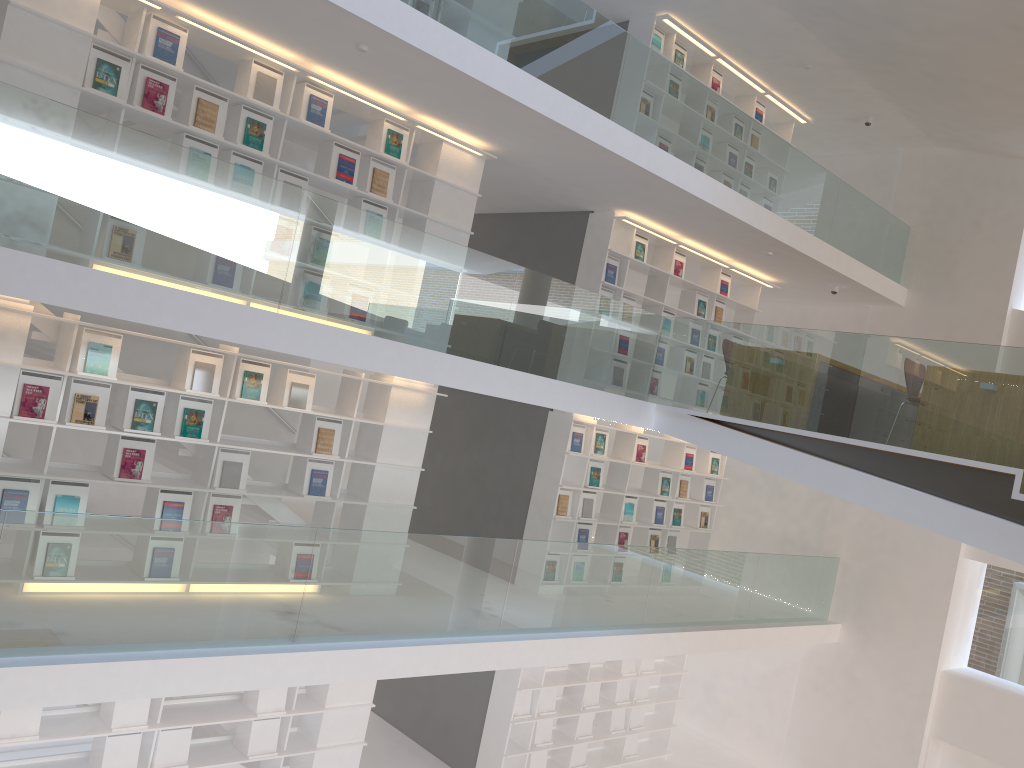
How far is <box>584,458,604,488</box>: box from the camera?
9.18m

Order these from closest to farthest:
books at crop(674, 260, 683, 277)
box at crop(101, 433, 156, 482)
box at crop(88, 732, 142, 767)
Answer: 1. box at crop(101, 433, 156, 482)
2. box at crop(88, 732, 142, 767)
3. books at crop(674, 260, 683, 277)

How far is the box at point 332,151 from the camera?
6.7m

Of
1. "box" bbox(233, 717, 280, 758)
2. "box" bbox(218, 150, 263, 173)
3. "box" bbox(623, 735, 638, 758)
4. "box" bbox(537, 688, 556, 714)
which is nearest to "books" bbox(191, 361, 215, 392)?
"box" bbox(218, 150, 263, 173)

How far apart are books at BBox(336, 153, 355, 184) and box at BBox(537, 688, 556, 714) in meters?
5.5 m

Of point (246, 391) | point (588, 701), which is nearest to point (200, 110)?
point (246, 391)

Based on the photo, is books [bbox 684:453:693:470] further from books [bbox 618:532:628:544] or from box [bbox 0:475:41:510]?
box [bbox 0:475:41:510]

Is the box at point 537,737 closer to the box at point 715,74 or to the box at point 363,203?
the box at point 363,203

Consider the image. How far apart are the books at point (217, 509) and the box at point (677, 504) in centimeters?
554cm

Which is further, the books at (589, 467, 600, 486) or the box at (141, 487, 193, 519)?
the books at (589, 467, 600, 486)
